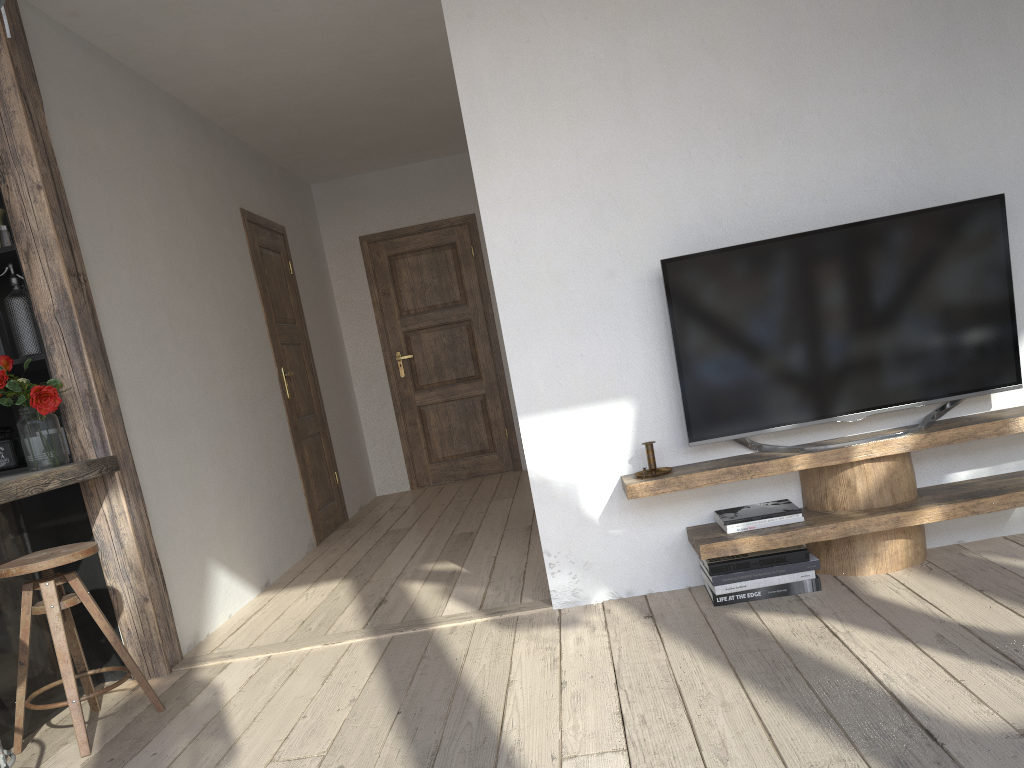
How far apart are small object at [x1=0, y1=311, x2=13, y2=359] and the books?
2.7m

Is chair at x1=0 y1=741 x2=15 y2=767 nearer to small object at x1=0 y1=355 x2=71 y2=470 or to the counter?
the counter

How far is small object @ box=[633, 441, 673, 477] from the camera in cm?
300

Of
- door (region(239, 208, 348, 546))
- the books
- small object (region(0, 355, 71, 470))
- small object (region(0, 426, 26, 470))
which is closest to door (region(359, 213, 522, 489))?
door (region(239, 208, 348, 546))

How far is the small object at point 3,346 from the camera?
3.28m

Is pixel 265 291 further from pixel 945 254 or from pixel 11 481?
pixel 945 254

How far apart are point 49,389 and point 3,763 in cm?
127

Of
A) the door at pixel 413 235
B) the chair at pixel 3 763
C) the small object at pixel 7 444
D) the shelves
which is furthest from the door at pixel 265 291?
the chair at pixel 3 763

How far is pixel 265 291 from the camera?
5.4 meters

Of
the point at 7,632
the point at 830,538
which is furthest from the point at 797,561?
the point at 7,632
